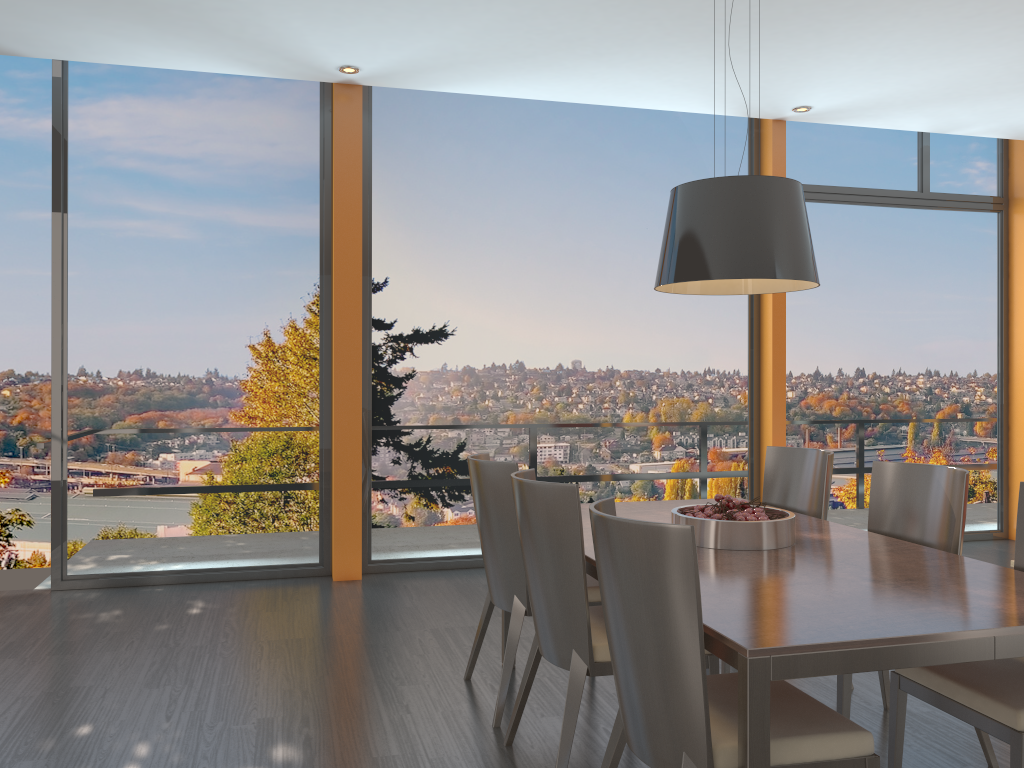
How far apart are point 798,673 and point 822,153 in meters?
5.6

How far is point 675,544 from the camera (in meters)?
1.92

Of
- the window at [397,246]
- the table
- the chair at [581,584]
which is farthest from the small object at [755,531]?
the window at [397,246]

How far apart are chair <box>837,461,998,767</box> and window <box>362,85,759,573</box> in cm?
297

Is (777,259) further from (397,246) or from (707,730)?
(397,246)

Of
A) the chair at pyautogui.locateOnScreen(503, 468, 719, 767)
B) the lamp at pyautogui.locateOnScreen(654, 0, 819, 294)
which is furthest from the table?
the lamp at pyautogui.locateOnScreen(654, 0, 819, 294)

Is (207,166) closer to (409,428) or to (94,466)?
(94,466)

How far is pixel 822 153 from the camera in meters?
6.7

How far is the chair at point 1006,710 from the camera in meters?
2.2

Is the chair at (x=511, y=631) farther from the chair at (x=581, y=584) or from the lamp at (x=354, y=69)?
the lamp at (x=354, y=69)
